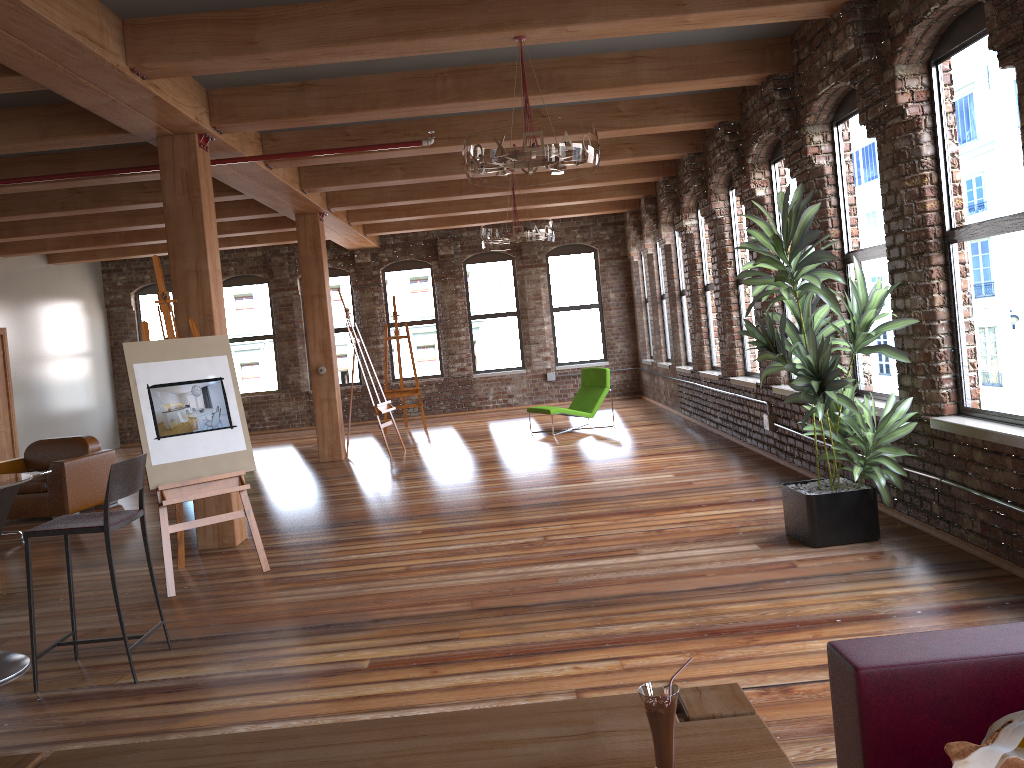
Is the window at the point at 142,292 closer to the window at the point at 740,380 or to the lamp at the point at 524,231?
the lamp at the point at 524,231

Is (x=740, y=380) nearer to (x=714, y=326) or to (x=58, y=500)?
(x=714, y=326)

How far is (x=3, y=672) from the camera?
4.2 meters

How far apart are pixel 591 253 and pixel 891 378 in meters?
10.3 m

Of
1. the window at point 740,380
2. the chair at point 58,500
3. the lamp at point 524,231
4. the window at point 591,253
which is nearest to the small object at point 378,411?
the lamp at point 524,231

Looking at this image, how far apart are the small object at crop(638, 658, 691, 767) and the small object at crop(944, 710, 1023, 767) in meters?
0.5

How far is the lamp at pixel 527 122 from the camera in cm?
479

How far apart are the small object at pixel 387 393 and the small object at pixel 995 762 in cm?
1229

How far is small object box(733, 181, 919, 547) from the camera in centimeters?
492cm

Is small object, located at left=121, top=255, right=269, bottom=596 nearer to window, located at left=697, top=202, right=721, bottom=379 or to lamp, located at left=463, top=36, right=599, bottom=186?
lamp, located at left=463, top=36, right=599, bottom=186
